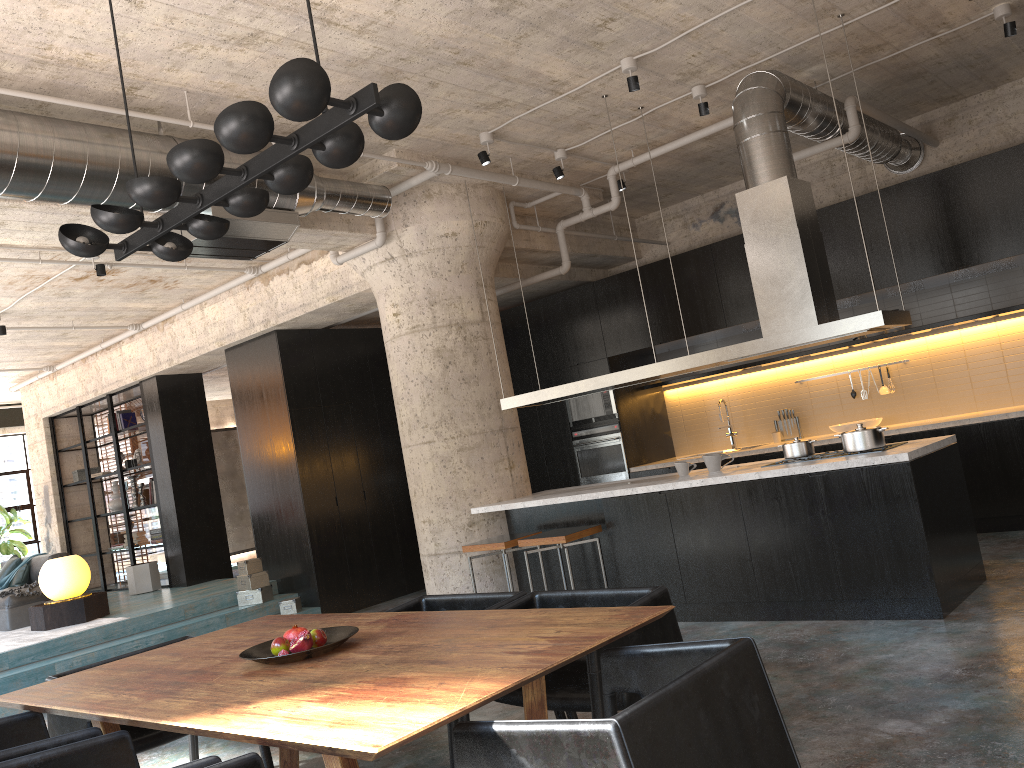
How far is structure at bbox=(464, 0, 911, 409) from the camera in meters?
5.6

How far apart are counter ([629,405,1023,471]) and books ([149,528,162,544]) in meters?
6.5 m

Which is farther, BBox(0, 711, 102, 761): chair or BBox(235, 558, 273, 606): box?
BBox(235, 558, 273, 606): box

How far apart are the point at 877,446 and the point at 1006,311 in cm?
309

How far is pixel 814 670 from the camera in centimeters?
447cm

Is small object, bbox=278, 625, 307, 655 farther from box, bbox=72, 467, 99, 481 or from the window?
the window

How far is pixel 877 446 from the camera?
5.5m

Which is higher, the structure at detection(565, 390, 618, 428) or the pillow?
the structure at detection(565, 390, 618, 428)

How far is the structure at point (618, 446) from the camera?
9.6m

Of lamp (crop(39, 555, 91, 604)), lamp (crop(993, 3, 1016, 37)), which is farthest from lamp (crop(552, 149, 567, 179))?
lamp (crop(39, 555, 91, 604))
